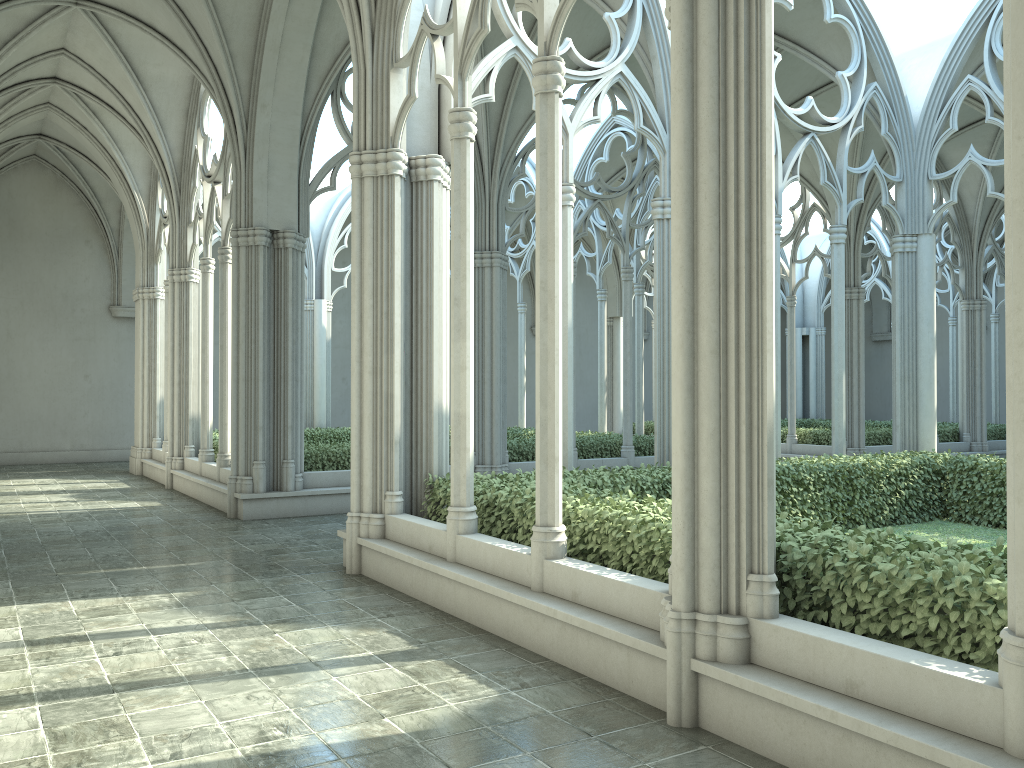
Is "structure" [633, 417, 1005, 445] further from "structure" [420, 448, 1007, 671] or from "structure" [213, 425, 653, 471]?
"structure" [420, 448, 1007, 671]

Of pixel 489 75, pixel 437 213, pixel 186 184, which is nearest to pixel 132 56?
pixel 186 184

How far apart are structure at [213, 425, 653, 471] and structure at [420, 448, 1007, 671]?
5.20m

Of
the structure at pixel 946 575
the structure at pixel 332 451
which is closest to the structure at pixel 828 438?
the structure at pixel 332 451

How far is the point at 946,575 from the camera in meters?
4.1

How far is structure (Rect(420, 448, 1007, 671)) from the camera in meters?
4.1 m

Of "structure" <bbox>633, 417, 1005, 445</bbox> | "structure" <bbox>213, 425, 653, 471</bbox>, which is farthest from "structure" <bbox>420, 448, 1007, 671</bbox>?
"structure" <bbox>633, 417, 1005, 445</bbox>

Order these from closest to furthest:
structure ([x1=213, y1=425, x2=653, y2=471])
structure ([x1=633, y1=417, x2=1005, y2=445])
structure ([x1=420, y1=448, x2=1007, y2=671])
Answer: structure ([x1=420, y1=448, x2=1007, y2=671])
structure ([x1=213, y1=425, x2=653, y2=471])
structure ([x1=633, y1=417, x2=1005, y2=445])

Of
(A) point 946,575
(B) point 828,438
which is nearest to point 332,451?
(A) point 946,575

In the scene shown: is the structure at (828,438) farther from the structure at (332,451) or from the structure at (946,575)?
the structure at (946,575)
